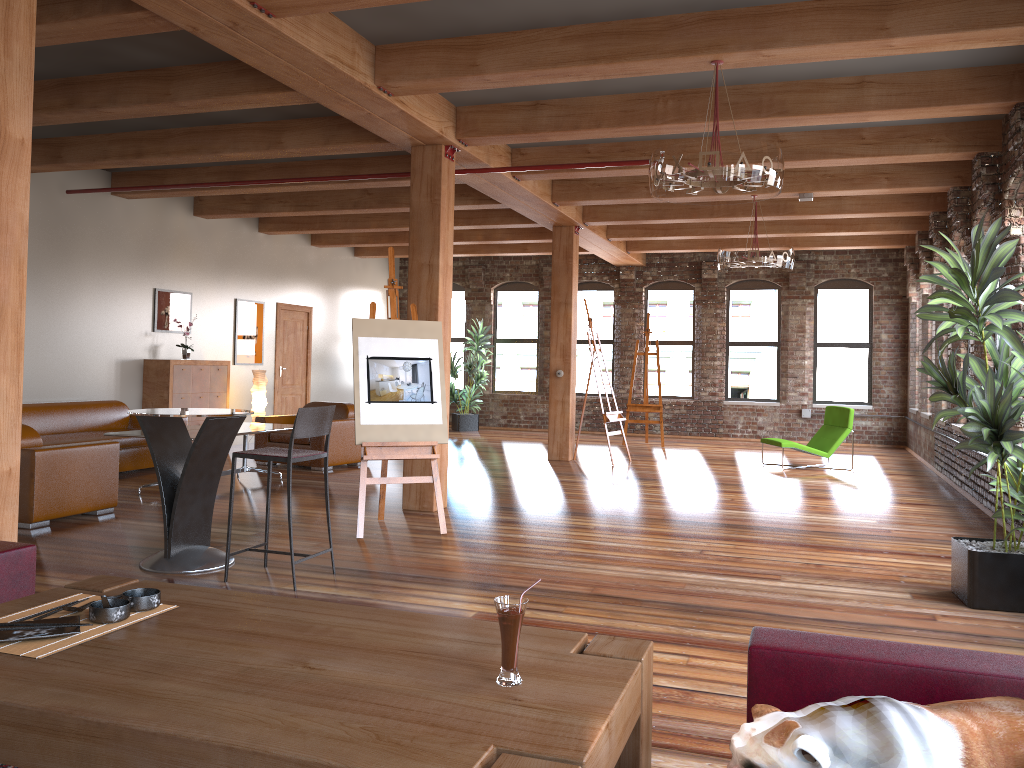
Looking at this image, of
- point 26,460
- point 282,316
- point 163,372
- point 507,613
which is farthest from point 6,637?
point 282,316

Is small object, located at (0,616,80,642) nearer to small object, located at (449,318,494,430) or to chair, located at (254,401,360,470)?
chair, located at (254,401,360,470)

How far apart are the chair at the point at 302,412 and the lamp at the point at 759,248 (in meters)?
5.46

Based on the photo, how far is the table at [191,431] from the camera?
8.2m

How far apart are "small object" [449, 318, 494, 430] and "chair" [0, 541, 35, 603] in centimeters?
1320cm

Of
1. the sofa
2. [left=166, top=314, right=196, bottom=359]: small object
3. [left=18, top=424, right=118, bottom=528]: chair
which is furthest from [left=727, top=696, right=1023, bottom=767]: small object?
[left=166, top=314, right=196, bottom=359]: small object

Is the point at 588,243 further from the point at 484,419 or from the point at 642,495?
the point at 642,495

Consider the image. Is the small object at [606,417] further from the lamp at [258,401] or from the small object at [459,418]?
the small object at [459,418]

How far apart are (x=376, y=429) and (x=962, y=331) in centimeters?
386cm

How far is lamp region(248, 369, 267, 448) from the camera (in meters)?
12.11
